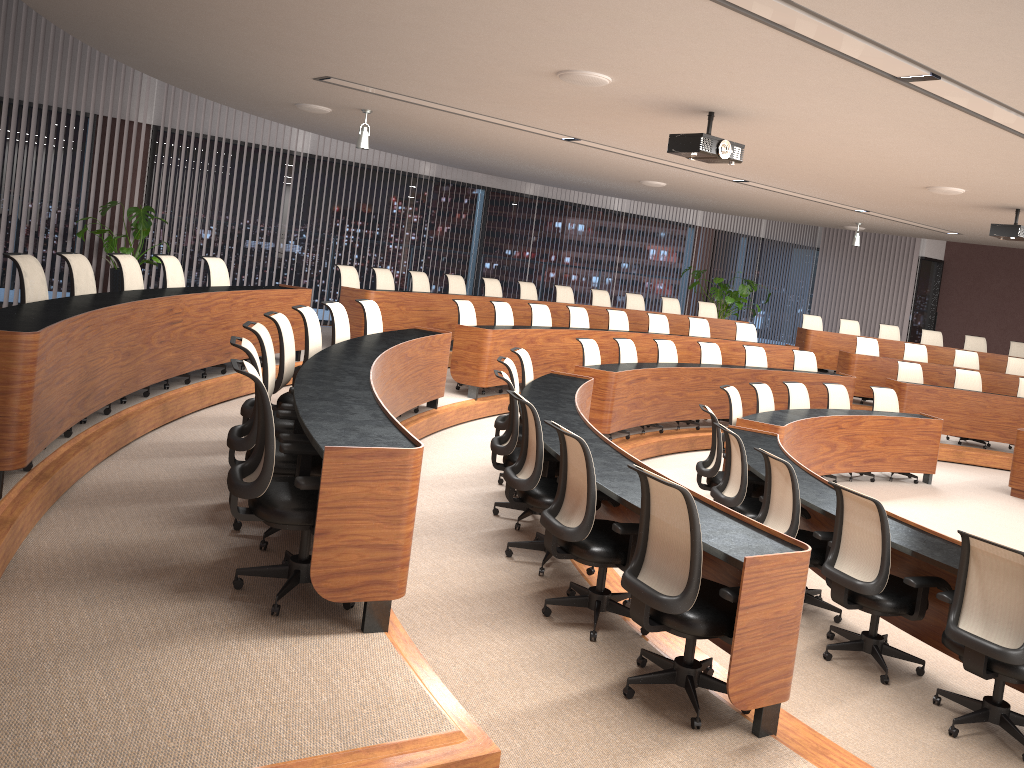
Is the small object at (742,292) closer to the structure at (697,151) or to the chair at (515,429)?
the structure at (697,151)

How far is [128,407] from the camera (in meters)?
5.85

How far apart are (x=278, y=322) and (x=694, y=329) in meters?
8.1

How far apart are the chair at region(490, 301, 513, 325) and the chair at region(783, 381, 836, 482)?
3.20m

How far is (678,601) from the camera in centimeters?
342cm

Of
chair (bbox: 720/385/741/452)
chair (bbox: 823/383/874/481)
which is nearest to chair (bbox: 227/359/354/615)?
chair (bbox: 720/385/741/452)

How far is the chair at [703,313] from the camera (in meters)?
14.23

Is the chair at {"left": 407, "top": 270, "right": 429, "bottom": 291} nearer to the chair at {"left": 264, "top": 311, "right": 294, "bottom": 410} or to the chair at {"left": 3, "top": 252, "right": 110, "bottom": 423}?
the chair at {"left": 264, "top": 311, "right": 294, "bottom": 410}

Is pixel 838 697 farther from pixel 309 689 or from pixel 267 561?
pixel 267 561

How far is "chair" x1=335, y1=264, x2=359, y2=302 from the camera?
10.0 meters
